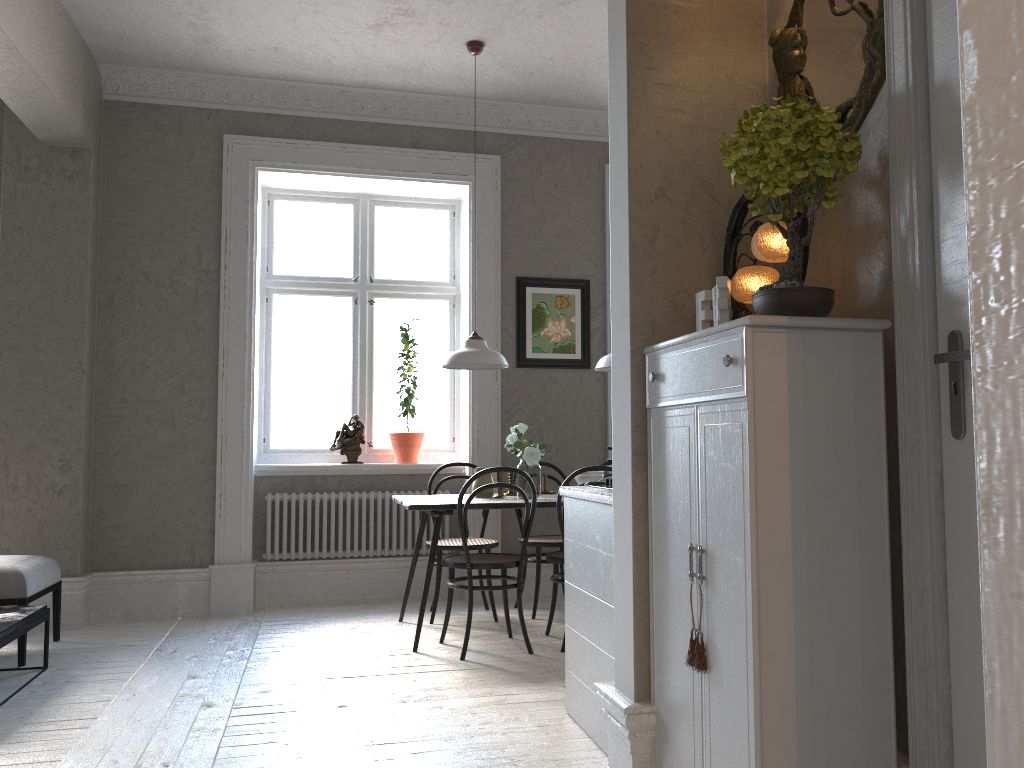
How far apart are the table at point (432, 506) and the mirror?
2.5 meters

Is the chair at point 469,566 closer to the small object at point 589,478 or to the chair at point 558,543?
the chair at point 558,543

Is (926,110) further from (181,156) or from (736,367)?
(181,156)

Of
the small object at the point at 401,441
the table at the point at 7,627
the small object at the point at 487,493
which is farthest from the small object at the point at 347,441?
the table at the point at 7,627

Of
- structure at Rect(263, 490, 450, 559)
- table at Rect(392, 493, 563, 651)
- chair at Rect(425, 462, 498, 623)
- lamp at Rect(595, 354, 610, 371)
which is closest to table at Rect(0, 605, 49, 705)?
structure at Rect(263, 490, 450, 559)

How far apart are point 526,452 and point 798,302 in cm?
280

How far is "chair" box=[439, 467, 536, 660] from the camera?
4.3m

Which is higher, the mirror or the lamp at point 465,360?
the mirror

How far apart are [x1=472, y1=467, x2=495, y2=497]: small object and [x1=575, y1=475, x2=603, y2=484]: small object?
0.6 meters

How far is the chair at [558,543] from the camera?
5.2 meters
